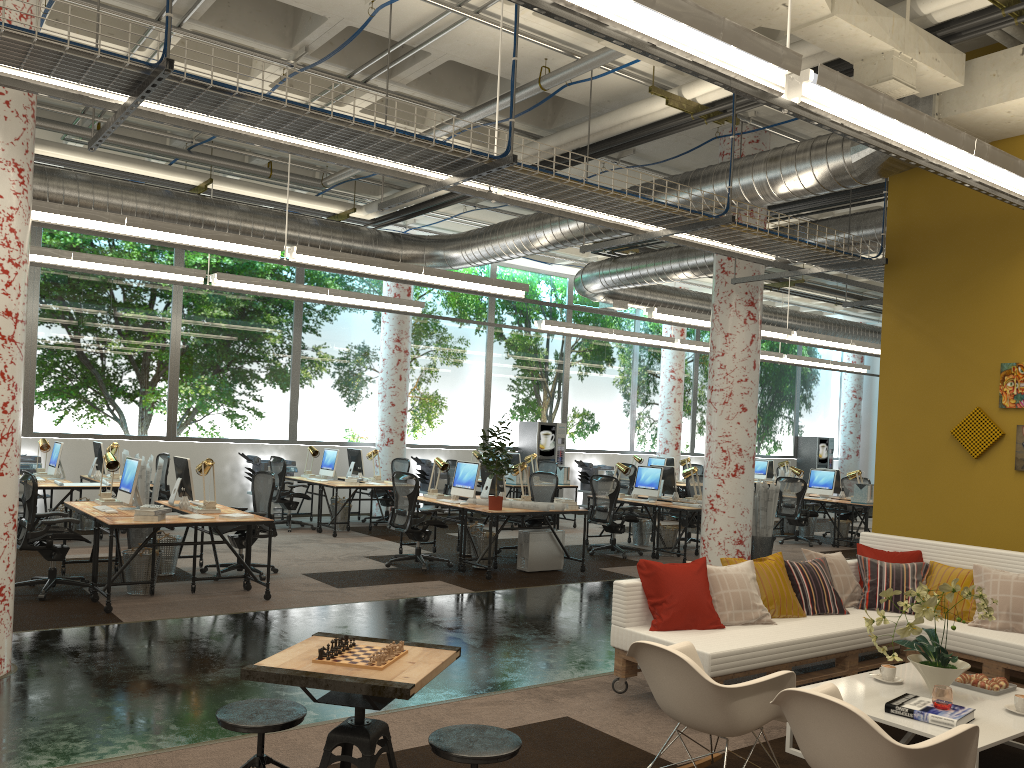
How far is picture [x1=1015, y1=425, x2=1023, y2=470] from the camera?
6.9m

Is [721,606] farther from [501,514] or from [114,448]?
[114,448]

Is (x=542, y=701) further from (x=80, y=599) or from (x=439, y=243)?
(x=439, y=243)

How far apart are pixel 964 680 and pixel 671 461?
13.3 meters

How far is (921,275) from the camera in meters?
7.7

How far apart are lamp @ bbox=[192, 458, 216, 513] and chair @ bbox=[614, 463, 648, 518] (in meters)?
10.17

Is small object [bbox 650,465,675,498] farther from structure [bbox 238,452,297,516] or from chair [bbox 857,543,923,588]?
structure [bbox 238,452,297,516]

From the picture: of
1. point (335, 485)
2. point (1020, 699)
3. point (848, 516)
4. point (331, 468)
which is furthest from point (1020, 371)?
point (331, 468)

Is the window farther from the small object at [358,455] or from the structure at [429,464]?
the small object at [358,455]

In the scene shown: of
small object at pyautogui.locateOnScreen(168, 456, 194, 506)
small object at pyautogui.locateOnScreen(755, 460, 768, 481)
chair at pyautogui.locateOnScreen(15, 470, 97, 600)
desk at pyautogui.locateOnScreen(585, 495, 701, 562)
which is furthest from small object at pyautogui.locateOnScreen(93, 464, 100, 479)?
small object at pyautogui.locateOnScreen(755, 460, 768, 481)
